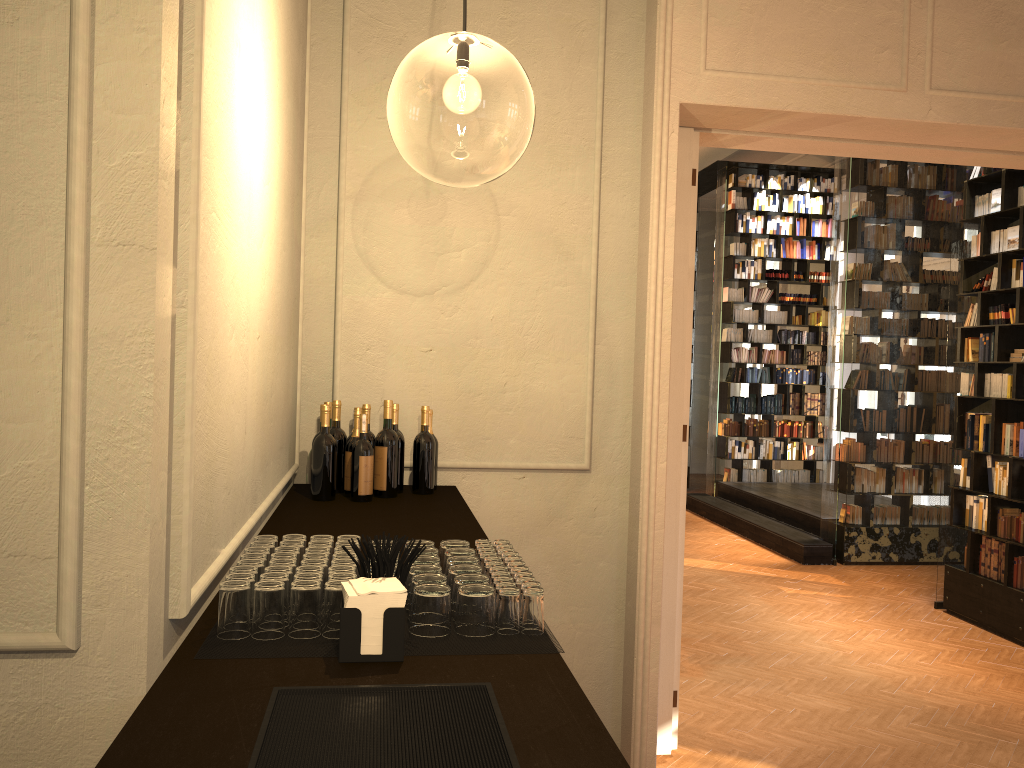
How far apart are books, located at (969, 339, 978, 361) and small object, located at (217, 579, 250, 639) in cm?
716

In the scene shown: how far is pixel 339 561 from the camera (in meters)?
2.01

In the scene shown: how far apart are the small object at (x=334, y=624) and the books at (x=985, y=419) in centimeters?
690cm

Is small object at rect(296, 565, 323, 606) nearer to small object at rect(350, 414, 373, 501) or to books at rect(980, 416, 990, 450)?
small object at rect(350, 414, 373, 501)

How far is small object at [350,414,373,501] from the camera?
3.52m

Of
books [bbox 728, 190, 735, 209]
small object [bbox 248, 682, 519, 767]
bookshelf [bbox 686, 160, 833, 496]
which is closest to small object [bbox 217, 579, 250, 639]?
small object [bbox 248, 682, 519, 767]

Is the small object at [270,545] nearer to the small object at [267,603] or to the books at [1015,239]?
the small object at [267,603]

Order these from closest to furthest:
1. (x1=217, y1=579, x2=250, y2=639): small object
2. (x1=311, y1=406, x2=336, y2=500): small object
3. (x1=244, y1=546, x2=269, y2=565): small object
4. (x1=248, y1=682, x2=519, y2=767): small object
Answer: (x1=248, y1=682, x2=519, y2=767): small object
(x1=217, y1=579, x2=250, y2=639): small object
(x1=244, y1=546, x2=269, y2=565): small object
(x1=311, y1=406, x2=336, y2=500): small object

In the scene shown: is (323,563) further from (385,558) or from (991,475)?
Result: (991,475)

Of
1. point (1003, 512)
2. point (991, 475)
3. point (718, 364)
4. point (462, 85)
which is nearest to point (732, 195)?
point (718, 364)
